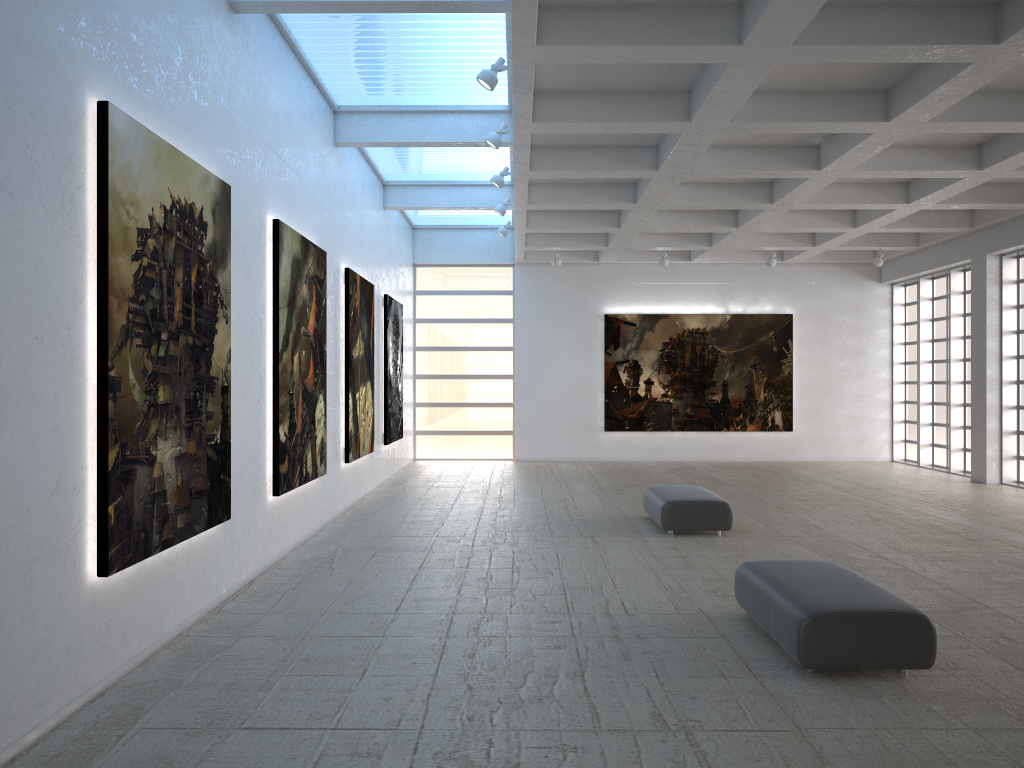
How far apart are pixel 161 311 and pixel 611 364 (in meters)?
28.78
